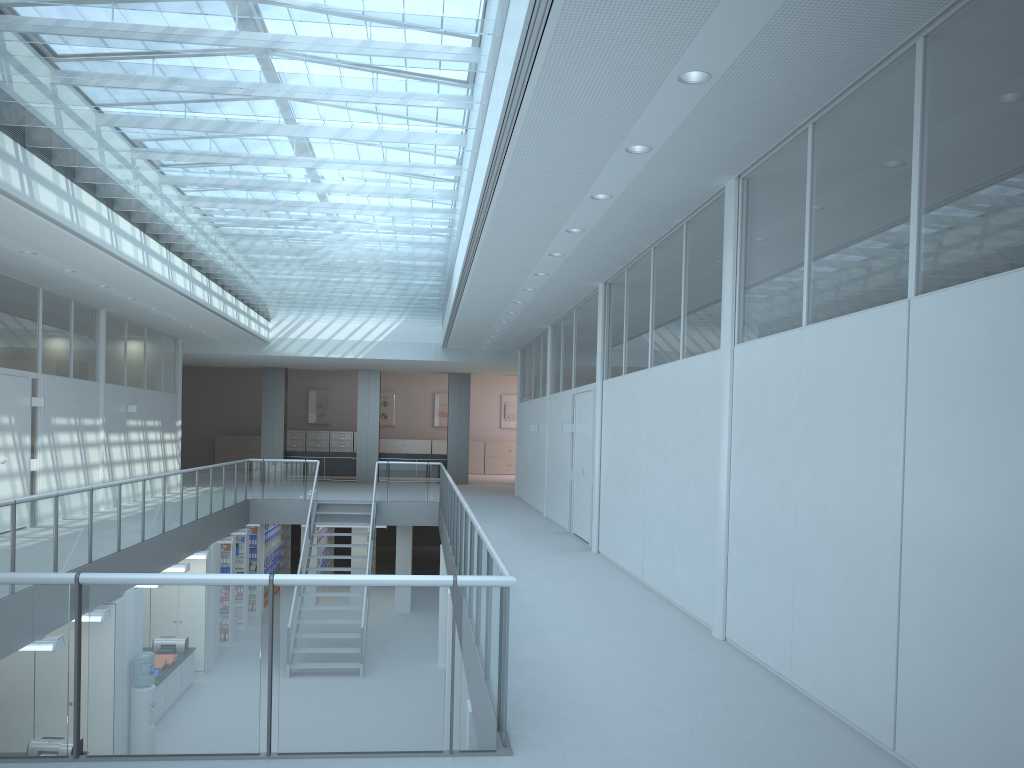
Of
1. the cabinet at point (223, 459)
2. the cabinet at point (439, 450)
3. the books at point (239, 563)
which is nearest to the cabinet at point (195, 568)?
the books at point (239, 563)

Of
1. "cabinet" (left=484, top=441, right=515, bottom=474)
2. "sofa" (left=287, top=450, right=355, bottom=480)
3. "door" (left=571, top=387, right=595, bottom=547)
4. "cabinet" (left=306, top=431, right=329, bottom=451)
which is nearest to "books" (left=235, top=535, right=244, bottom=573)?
"sofa" (left=287, top=450, right=355, bottom=480)

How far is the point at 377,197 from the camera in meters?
8.2 m

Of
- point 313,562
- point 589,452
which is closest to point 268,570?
point 313,562

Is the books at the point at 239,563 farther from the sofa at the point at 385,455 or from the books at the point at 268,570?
the sofa at the point at 385,455

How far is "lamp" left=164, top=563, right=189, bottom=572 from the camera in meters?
11.2 m

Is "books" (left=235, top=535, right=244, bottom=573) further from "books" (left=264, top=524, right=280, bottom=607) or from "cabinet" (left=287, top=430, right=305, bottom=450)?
"cabinet" (left=287, top=430, right=305, bottom=450)

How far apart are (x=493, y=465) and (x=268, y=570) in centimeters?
1084cm

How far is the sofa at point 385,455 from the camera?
22.5 meters

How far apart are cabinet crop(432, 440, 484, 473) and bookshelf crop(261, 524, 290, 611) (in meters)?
7.42
